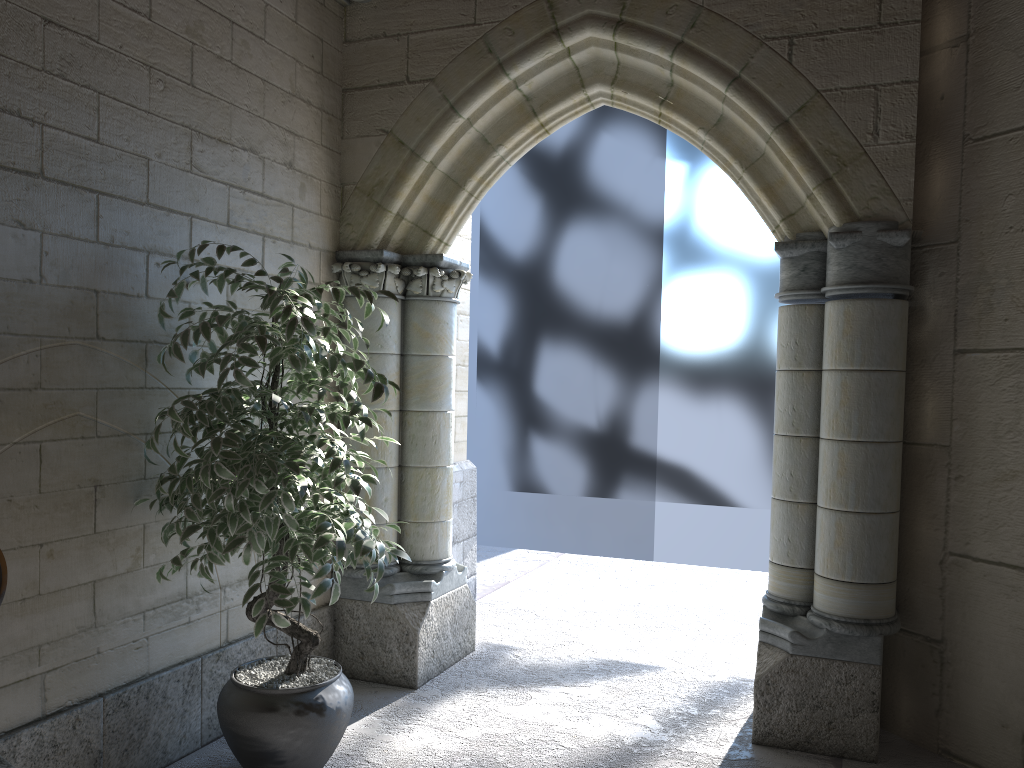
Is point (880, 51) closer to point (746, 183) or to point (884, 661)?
point (746, 183)

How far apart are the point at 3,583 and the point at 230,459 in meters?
0.6

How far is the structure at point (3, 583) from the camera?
1.8m

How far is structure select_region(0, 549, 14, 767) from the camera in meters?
1.8

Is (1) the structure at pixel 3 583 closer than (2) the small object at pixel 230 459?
Yes

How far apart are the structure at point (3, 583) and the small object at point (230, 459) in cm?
49

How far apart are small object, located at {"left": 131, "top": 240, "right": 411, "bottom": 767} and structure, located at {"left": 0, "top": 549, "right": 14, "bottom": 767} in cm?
49

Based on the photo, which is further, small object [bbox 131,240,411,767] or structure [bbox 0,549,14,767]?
small object [bbox 131,240,411,767]
